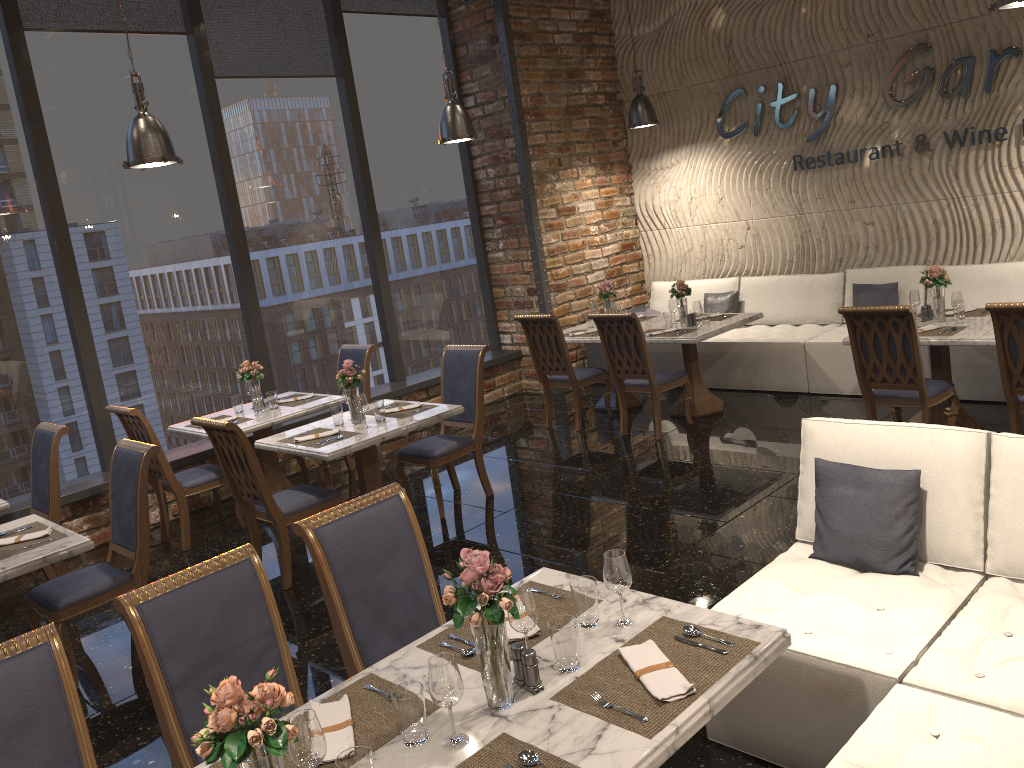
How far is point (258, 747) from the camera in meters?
1.7 m

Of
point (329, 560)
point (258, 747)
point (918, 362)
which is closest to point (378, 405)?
point (329, 560)

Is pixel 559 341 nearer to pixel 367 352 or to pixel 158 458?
pixel 367 352

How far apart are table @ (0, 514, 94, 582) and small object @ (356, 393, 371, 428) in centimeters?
180cm

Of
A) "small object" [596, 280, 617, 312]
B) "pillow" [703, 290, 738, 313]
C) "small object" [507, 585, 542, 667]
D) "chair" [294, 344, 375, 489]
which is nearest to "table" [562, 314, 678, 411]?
"small object" [596, 280, 617, 312]

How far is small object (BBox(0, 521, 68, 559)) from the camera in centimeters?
421cm

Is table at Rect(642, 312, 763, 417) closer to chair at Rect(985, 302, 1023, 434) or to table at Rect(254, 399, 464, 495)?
table at Rect(254, 399, 464, 495)

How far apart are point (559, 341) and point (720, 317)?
1.4m

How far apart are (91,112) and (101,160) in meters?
0.4

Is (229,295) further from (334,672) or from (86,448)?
(334,672)
